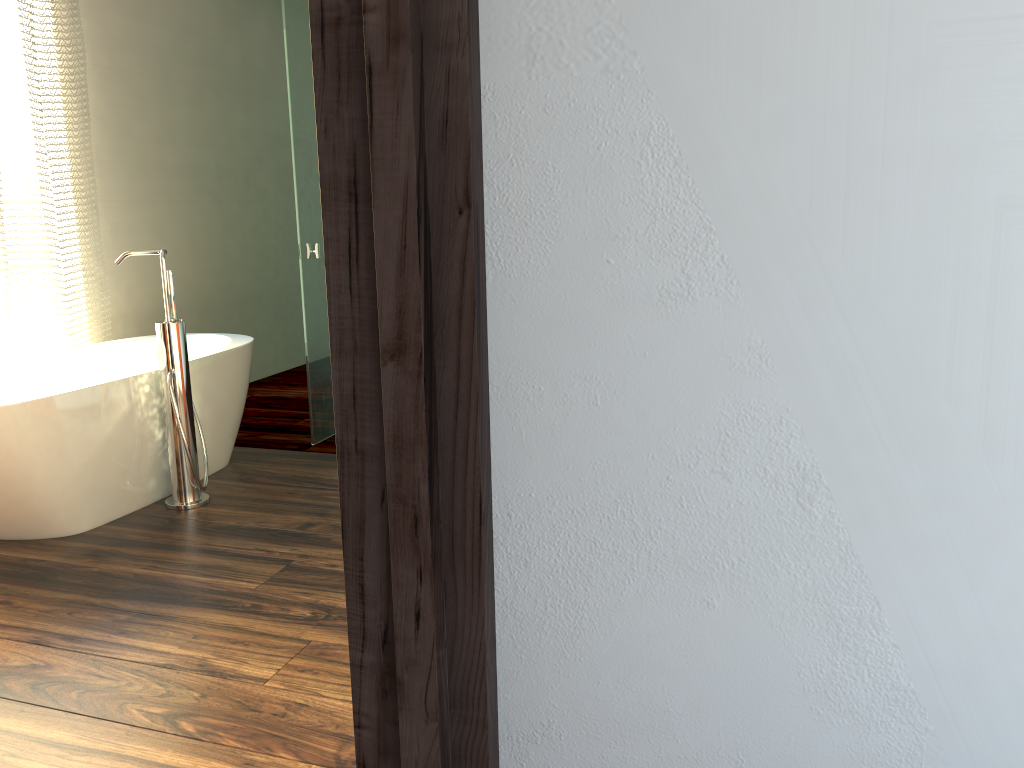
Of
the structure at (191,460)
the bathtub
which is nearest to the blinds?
the bathtub

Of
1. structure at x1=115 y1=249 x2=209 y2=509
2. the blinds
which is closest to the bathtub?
structure at x1=115 y1=249 x2=209 y2=509

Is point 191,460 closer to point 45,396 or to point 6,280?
point 45,396

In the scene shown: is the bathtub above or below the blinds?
below

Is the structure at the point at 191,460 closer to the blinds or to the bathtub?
the bathtub

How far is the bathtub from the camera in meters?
2.6

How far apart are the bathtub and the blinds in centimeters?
19cm

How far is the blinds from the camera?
3.5 meters

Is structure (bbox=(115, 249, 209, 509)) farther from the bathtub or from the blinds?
the blinds

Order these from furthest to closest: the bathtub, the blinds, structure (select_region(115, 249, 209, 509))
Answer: the blinds
structure (select_region(115, 249, 209, 509))
the bathtub
